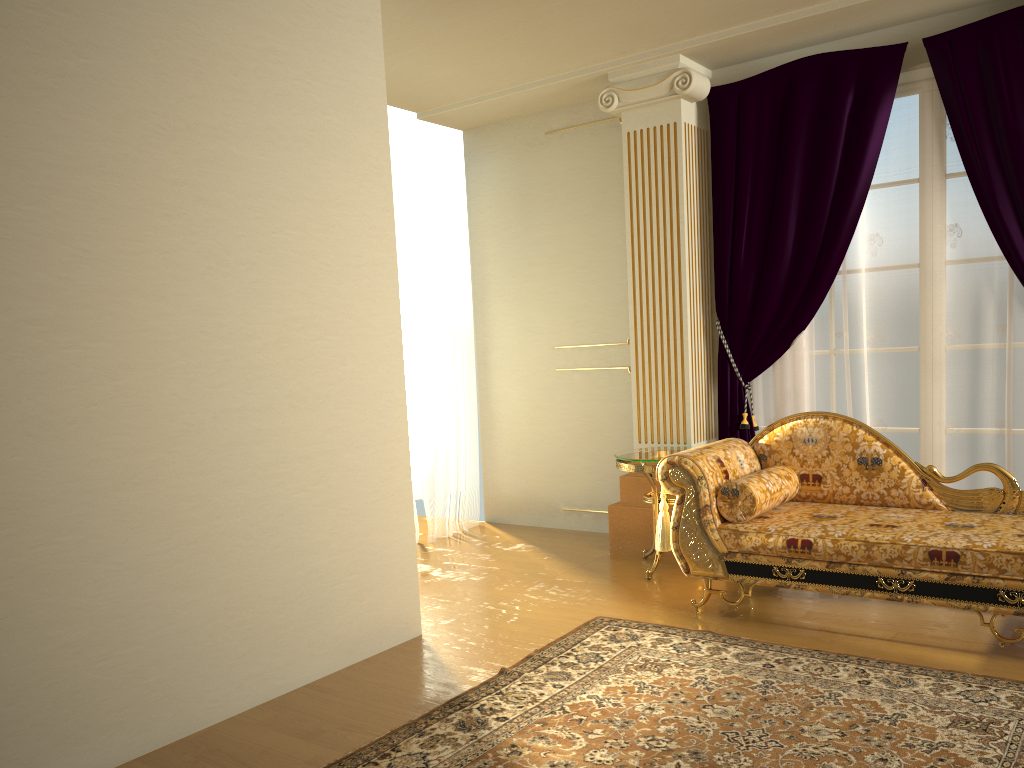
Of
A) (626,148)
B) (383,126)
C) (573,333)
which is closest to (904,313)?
(626,148)

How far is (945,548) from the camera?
3.29m

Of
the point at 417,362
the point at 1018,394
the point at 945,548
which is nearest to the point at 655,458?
the point at 945,548

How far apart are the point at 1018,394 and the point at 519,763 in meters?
3.1 m

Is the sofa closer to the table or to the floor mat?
the floor mat

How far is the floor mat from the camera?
2.57m

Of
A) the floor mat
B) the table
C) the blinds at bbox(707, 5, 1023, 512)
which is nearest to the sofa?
the floor mat

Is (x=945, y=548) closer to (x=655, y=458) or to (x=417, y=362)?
(x=655, y=458)

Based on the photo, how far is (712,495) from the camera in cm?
384

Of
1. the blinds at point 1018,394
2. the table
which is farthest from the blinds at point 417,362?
the blinds at point 1018,394
